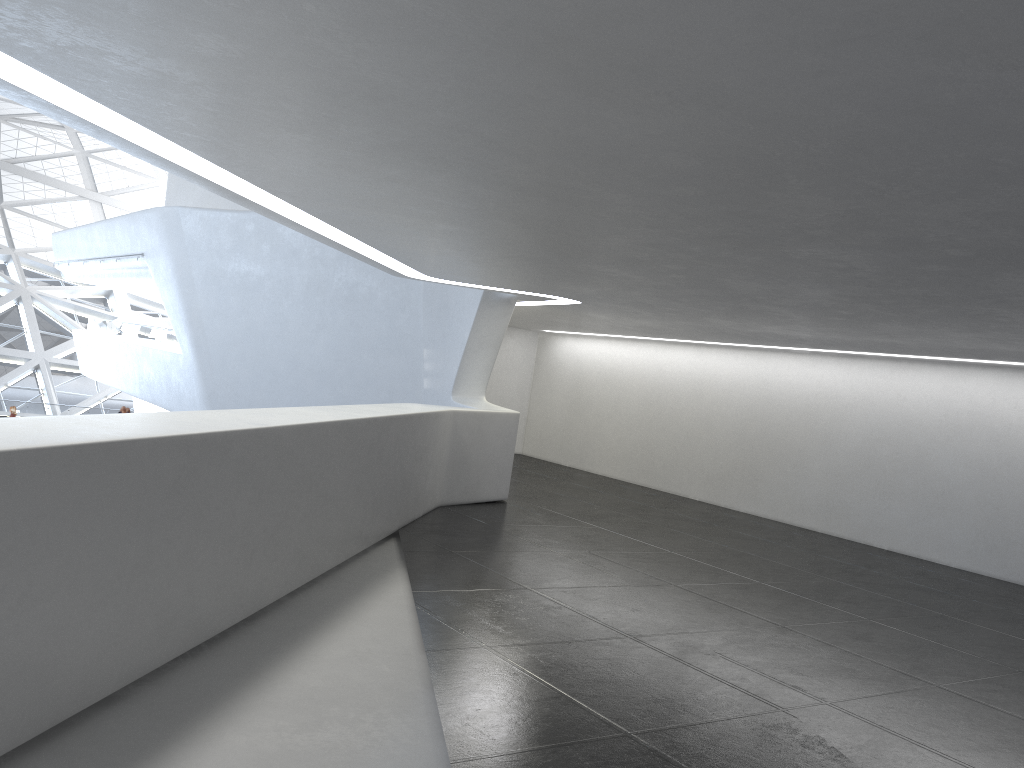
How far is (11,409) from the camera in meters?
34.1

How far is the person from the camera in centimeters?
3411cm

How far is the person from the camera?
34.1m
